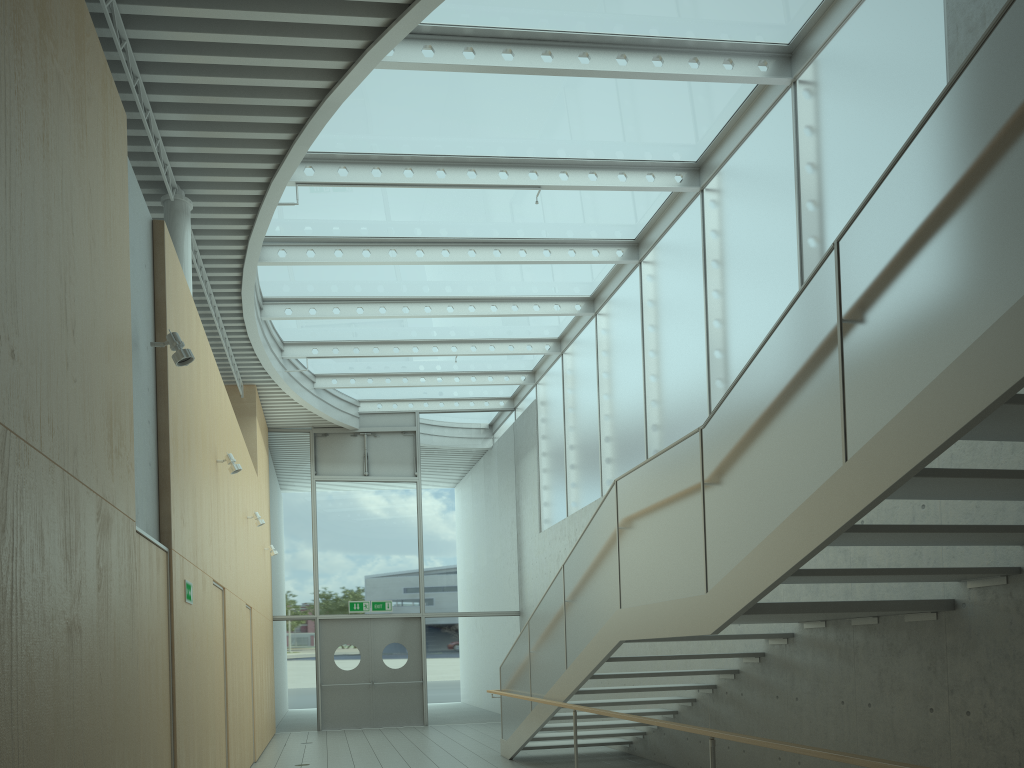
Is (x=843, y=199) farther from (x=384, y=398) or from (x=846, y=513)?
(x=384, y=398)

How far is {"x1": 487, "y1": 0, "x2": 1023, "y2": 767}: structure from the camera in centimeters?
312cm

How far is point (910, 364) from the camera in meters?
3.4

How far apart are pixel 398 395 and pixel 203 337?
9.28m

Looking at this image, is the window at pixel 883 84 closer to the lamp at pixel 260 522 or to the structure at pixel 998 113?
the structure at pixel 998 113

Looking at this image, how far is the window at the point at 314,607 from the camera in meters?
15.5

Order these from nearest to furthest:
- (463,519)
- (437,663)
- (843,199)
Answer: (843,199) → (437,663) → (463,519)

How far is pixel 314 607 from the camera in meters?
15.5

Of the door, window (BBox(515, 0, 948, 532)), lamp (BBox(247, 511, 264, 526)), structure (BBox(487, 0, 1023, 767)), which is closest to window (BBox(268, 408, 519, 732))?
the door

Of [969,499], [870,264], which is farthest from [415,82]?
[969,499]
